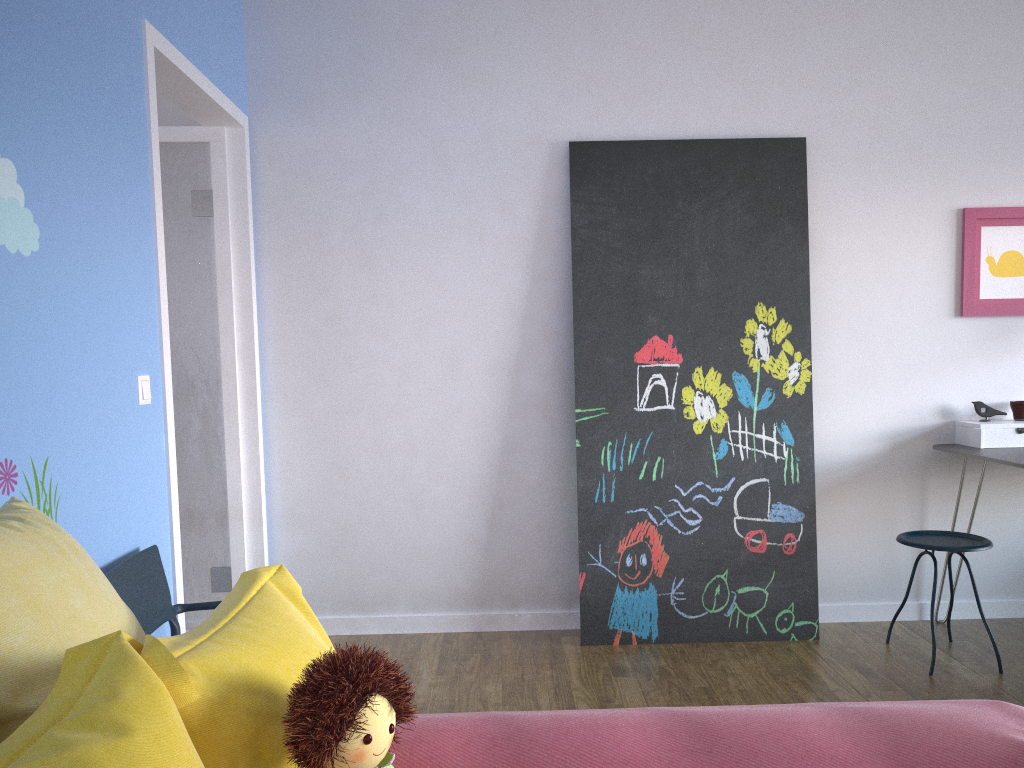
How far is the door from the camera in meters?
2.7 m

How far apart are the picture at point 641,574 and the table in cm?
54

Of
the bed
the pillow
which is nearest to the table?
the bed

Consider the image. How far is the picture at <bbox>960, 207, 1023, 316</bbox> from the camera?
3.65m

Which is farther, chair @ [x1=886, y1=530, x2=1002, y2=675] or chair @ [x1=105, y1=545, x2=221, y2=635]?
chair @ [x1=886, y1=530, x2=1002, y2=675]

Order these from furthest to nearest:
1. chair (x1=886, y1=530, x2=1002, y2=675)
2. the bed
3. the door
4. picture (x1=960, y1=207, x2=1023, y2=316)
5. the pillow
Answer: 1. picture (x1=960, y1=207, x2=1023, y2=316)
2. chair (x1=886, y1=530, x2=1002, y2=675)
3. the door
4. the bed
5. the pillow

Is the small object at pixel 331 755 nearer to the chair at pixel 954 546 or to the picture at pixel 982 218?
the chair at pixel 954 546

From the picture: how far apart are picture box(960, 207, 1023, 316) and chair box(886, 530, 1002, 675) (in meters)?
0.94

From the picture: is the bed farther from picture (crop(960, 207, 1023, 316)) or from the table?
picture (crop(960, 207, 1023, 316))

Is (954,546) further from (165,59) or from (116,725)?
(165,59)
